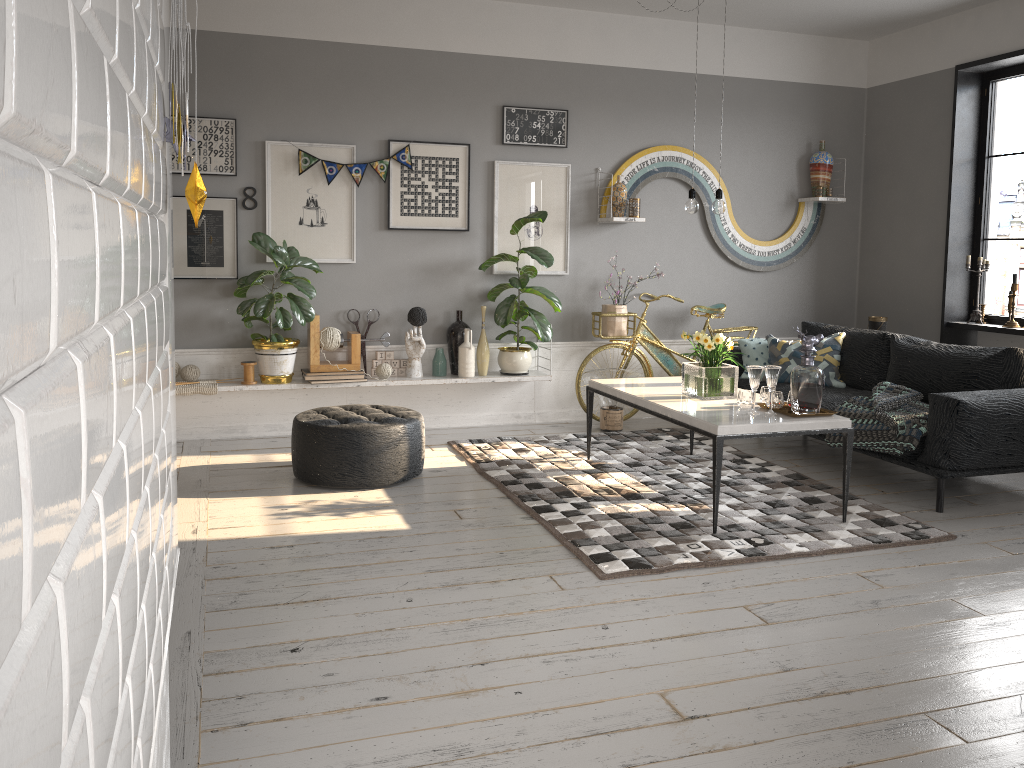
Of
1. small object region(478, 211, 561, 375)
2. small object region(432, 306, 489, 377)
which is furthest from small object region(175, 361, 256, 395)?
small object region(478, 211, 561, 375)

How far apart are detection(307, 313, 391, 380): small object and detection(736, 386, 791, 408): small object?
2.49m

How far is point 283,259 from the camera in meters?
5.4

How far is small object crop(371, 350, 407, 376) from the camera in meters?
6.0

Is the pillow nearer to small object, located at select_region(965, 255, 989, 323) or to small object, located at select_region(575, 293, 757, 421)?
small object, located at select_region(575, 293, 757, 421)

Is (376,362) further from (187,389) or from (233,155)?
(233,155)

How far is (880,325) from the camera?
6.6 meters

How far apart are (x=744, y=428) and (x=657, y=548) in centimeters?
68cm

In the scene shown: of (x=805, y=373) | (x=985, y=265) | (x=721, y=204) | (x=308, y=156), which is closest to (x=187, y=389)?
(x=308, y=156)

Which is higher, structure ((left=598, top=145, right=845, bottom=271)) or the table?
structure ((left=598, top=145, right=845, bottom=271))
